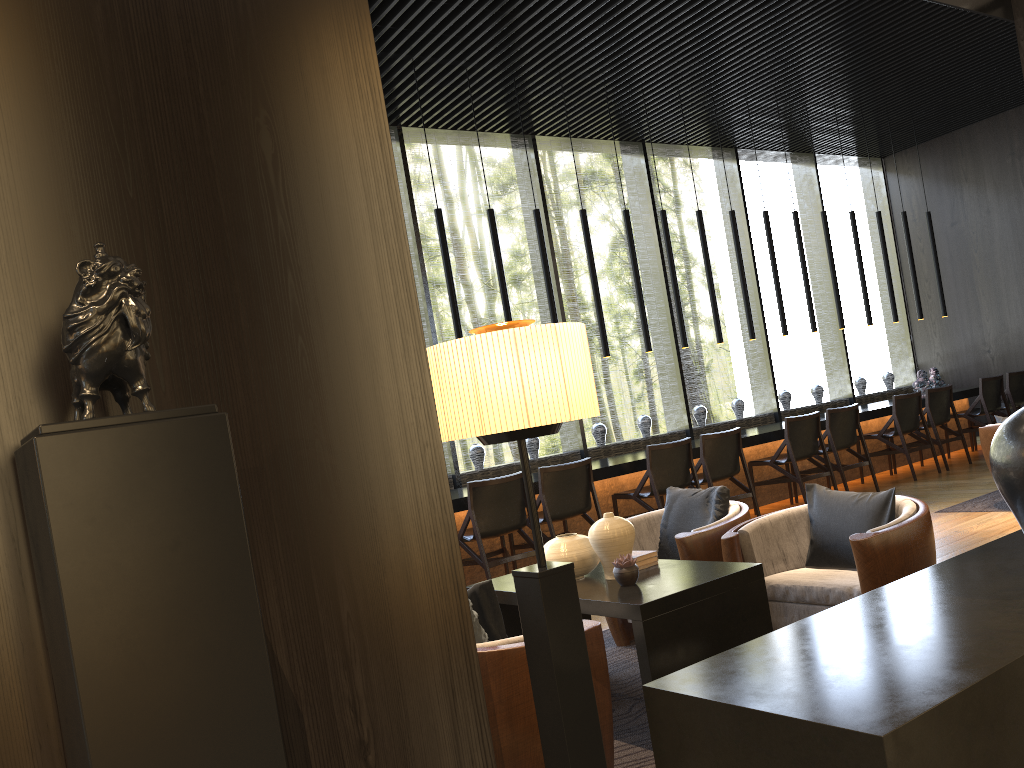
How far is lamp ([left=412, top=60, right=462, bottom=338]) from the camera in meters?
6.7 m

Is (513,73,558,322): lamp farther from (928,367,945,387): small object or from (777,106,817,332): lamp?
(928,367,945,387): small object

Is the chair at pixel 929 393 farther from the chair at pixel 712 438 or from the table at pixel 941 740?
the table at pixel 941 740

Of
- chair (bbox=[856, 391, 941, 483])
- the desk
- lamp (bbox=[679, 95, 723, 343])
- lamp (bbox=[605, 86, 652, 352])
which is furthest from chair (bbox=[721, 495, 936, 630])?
chair (bbox=[856, 391, 941, 483])

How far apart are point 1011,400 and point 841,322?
2.1 meters

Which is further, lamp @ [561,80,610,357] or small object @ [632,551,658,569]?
lamp @ [561,80,610,357]

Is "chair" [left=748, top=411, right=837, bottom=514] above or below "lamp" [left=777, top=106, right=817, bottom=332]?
below

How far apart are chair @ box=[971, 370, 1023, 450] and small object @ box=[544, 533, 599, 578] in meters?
8.2 m

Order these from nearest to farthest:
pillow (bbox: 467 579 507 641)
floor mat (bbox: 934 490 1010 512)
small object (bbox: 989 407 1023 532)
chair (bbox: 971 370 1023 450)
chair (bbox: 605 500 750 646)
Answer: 1. small object (bbox: 989 407 1023 532)
2. pillow (bbox: 467 579 507 641)
3. chair (bbox: 605 500 750 646)
4. floor mat (bbox: 934 490 1010 512)
5. chair (bbox: 971 370 1023 450)

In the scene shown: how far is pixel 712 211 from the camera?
10.34m
